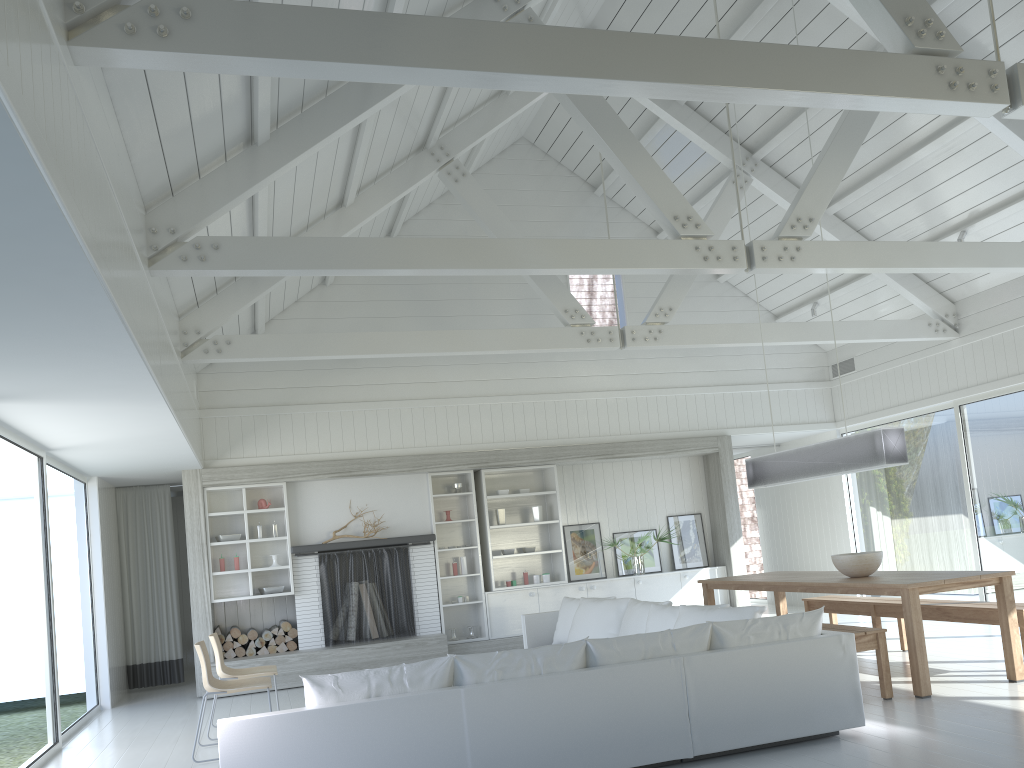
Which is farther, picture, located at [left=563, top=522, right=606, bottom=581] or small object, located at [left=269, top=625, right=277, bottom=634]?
picture, located at [left=563, top=522, right=606, bottom=581]

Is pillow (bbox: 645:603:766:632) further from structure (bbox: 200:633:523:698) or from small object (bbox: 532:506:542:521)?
small object (bbox: 532:506:542:521)

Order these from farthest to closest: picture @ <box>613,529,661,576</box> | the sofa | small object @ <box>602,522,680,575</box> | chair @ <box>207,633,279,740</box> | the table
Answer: picture @ <box>613,529,661,576</box> < small object @ <box>602,522,680,575</box> < chair @ <box>207,633,279,740</box> < the table < the sofa

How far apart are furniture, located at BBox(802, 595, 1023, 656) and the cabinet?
2.4m

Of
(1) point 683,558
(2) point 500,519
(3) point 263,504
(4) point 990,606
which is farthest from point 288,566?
(4) point 990,606

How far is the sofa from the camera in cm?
409

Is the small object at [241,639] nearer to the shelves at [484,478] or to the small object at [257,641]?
the small object at [257,641]

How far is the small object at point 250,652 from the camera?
9.3m

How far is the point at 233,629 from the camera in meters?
9.3

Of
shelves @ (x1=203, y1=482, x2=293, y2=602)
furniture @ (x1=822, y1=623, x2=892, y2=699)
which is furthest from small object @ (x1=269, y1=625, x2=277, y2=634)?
furniture @ (x1=822, y1=623, x2=892, y2=699)
